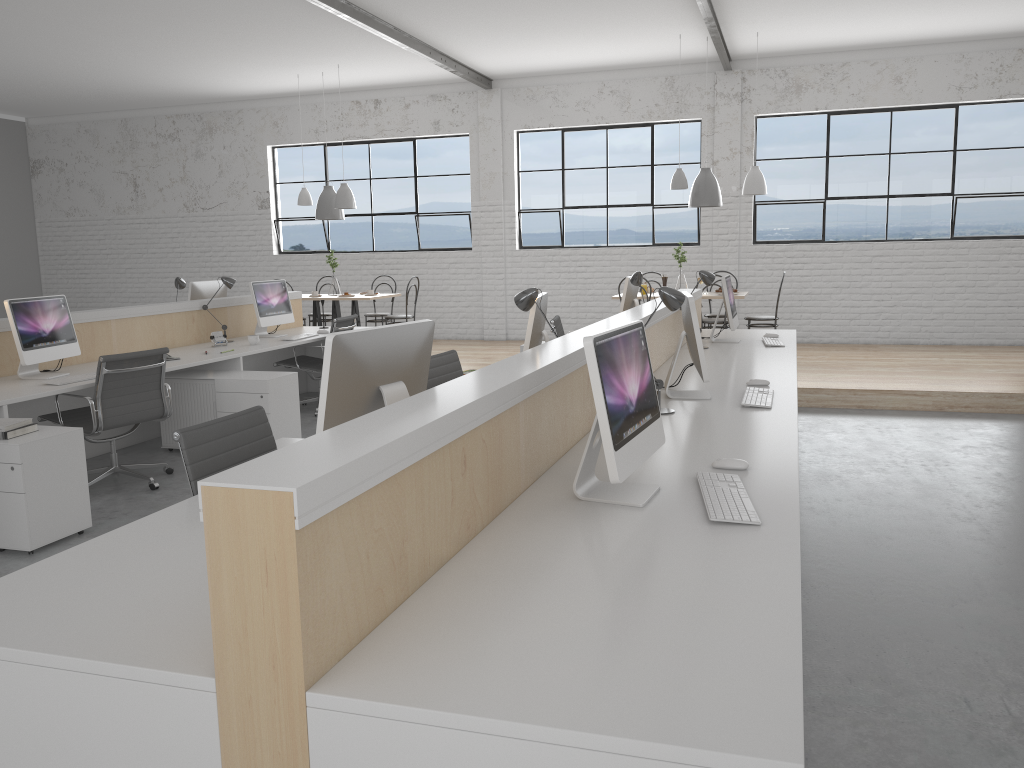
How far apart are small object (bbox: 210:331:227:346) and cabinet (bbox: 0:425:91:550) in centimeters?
200cm

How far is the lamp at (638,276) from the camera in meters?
4.7

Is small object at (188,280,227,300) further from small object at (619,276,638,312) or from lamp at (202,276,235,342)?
small object at (619,276,638,312)

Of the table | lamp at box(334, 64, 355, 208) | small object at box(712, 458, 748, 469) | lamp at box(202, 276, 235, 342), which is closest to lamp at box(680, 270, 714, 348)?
small object at box(712, 458, 748, 469)

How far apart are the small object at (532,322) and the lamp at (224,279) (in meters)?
2.85

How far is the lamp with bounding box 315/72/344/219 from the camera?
7.9m

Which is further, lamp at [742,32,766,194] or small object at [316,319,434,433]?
lamp at [742,32,766,194]

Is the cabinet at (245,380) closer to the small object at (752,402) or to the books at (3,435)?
the books at (3,435)

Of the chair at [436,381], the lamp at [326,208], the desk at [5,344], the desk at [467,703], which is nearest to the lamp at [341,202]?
the lamp at [326,208]

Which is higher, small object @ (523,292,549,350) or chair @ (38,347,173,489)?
small object @ (523,292,549,350)
